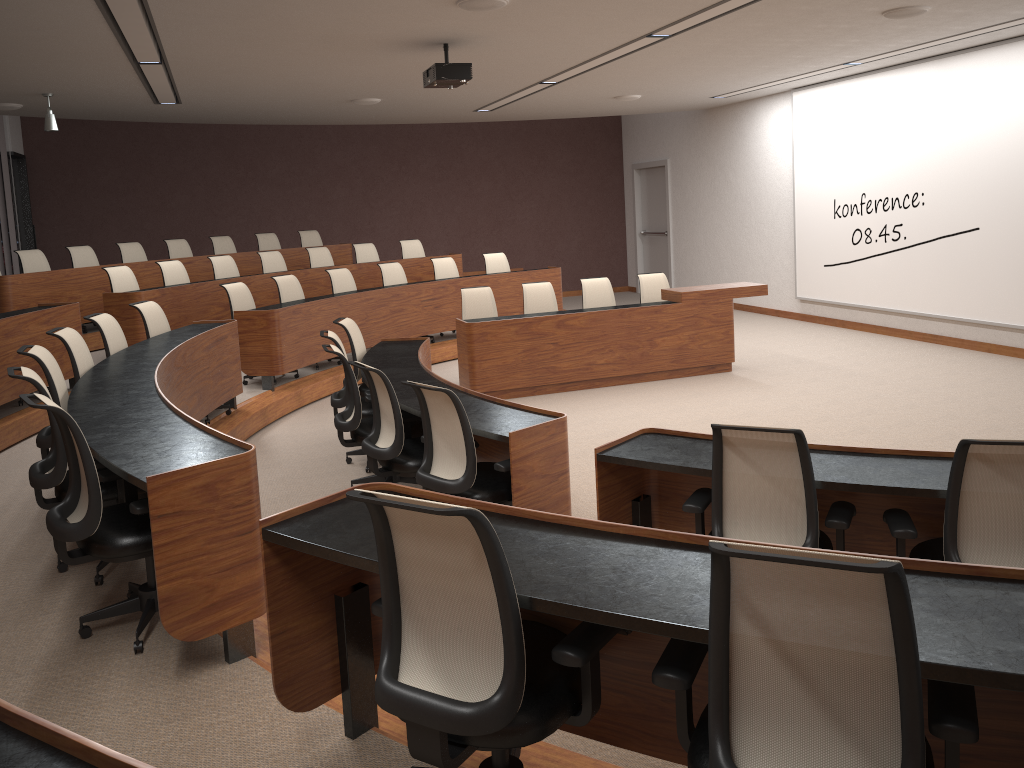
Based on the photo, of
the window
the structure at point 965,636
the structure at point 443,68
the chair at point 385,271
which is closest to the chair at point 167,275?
the chair at point 385,271

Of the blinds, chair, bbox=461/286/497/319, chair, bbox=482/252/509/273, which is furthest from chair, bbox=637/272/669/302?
the blinds

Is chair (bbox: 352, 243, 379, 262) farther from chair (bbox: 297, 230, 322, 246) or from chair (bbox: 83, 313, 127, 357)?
chair (bbox: 83, 313, 127, 357)

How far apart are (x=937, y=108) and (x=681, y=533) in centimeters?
860cm

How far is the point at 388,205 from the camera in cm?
1518

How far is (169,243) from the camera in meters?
11.2

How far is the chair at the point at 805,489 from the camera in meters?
3.1 m

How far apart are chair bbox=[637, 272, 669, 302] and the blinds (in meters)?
9.19

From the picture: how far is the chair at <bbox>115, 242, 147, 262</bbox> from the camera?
10.6 meters

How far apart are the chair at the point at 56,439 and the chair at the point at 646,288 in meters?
6.2 m
